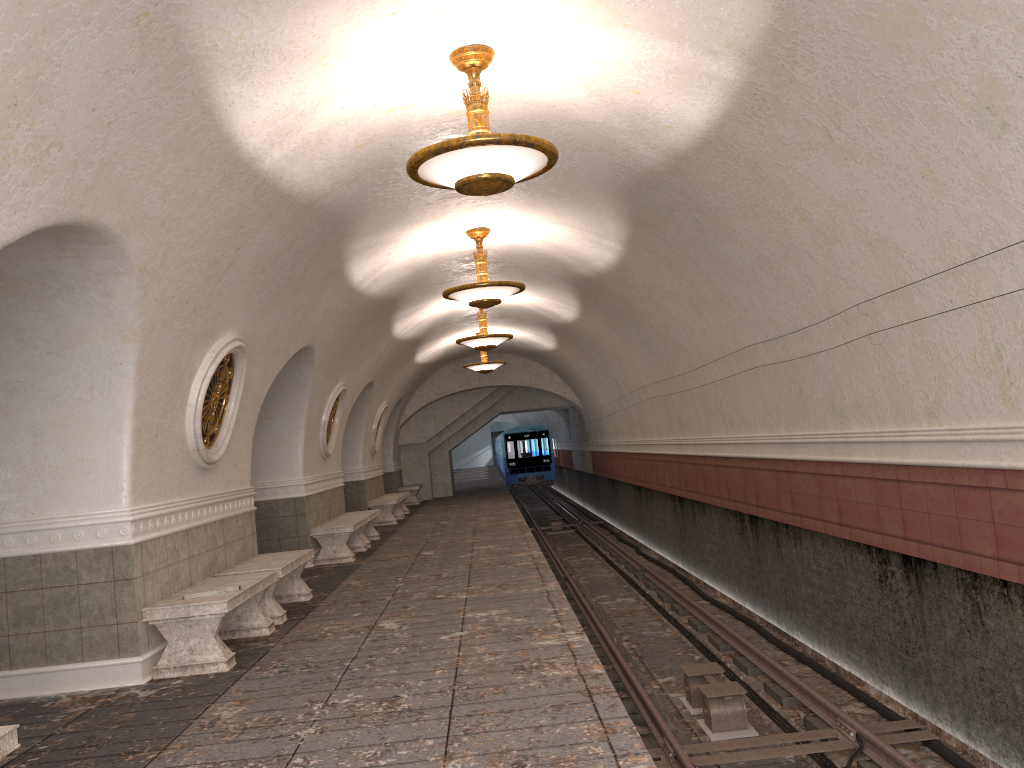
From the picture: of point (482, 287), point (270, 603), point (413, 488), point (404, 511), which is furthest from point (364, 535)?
point (413, 488)

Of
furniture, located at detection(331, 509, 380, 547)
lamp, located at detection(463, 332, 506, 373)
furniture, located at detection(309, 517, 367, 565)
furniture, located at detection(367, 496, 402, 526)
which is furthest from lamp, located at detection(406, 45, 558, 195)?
lamp, located at detection(463, 332, 506, 373)

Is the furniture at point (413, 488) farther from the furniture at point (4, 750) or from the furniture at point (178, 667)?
the furniture at point (4, 750)

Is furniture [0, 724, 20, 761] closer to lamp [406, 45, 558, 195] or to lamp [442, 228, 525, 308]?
lamp [406, 45, 558, 195]

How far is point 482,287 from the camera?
10.3 meters

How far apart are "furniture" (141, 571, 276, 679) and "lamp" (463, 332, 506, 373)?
12.4m

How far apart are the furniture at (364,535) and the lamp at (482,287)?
4.88m

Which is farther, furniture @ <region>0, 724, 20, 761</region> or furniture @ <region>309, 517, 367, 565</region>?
furniture @ <region>309, 517, 367, 565</region>

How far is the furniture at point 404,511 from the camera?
21.14m

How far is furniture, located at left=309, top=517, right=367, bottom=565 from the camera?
12.30m
